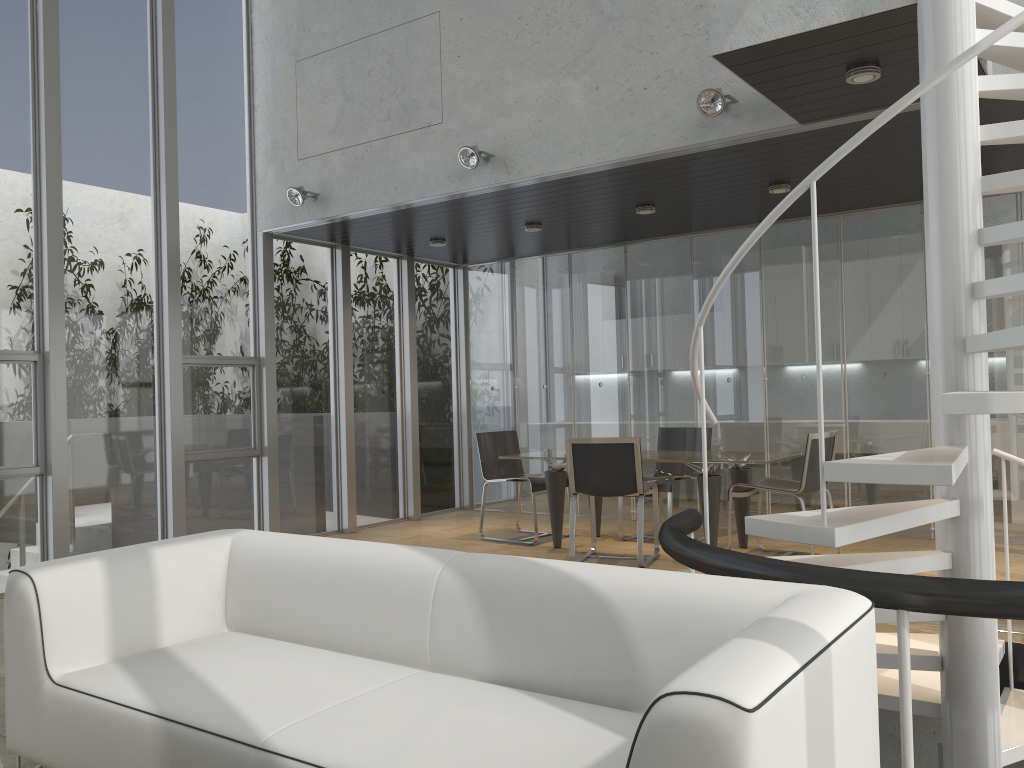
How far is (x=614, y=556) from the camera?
6.70m

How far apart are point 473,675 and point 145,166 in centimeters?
552cm

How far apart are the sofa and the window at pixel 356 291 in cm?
499

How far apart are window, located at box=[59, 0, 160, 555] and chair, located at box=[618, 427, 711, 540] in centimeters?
386cm

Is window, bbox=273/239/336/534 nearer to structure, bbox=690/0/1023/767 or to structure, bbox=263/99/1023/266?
structure, bbox=263/99/1023/266

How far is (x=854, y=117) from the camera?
4.8m

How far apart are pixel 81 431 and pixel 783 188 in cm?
530

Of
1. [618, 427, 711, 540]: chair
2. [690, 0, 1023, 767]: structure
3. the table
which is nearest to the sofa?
[690, 0, 1023, 767]: structure

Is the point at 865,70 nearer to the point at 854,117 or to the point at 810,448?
the point at 854,117

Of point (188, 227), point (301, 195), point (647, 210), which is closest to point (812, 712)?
point (647, 210)
